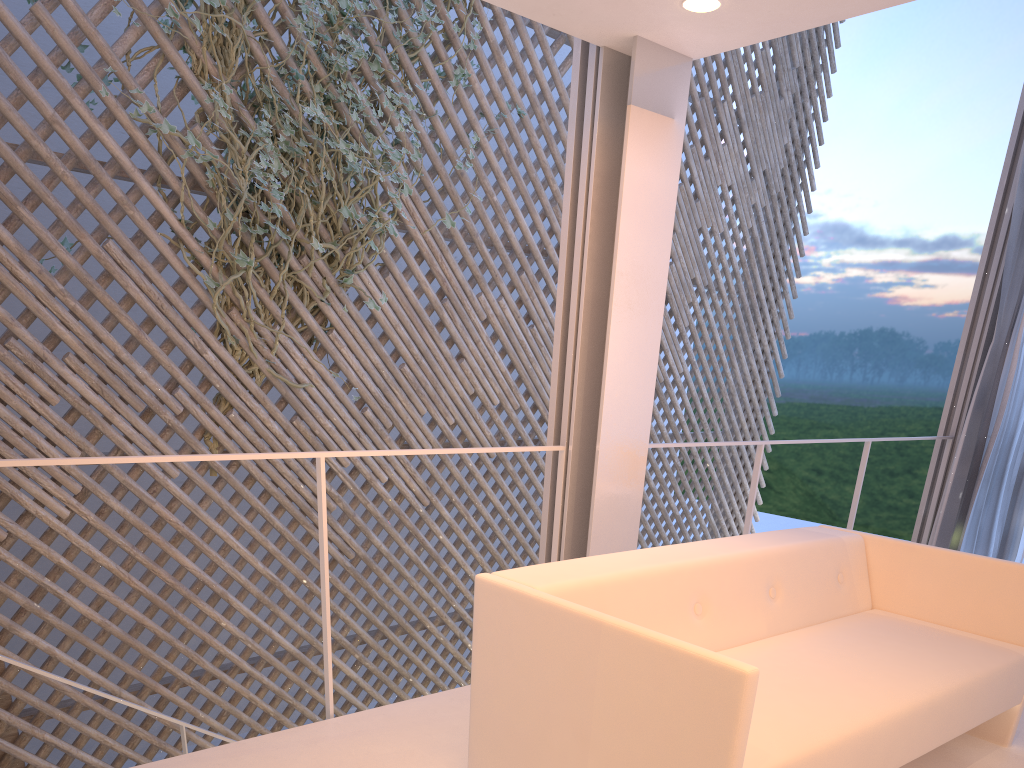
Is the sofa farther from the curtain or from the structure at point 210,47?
the structure at point 210,47

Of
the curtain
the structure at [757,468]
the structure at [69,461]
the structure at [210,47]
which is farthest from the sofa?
the structure at [210,47]

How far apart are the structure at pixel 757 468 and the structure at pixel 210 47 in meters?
1.4

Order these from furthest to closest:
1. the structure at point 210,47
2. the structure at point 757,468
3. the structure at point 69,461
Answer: the structure at point 210,47
the structure at point 757,468
the structure at point 69,461

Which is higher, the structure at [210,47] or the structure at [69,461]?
the structure at [210,47]

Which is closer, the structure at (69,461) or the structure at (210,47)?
the structure at (69,461)

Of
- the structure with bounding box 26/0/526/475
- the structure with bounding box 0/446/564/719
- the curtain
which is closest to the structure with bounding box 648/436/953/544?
the curtain

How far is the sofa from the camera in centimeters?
96cm

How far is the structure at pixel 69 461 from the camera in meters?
1.2 m

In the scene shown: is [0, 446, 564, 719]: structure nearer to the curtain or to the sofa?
the sofa
